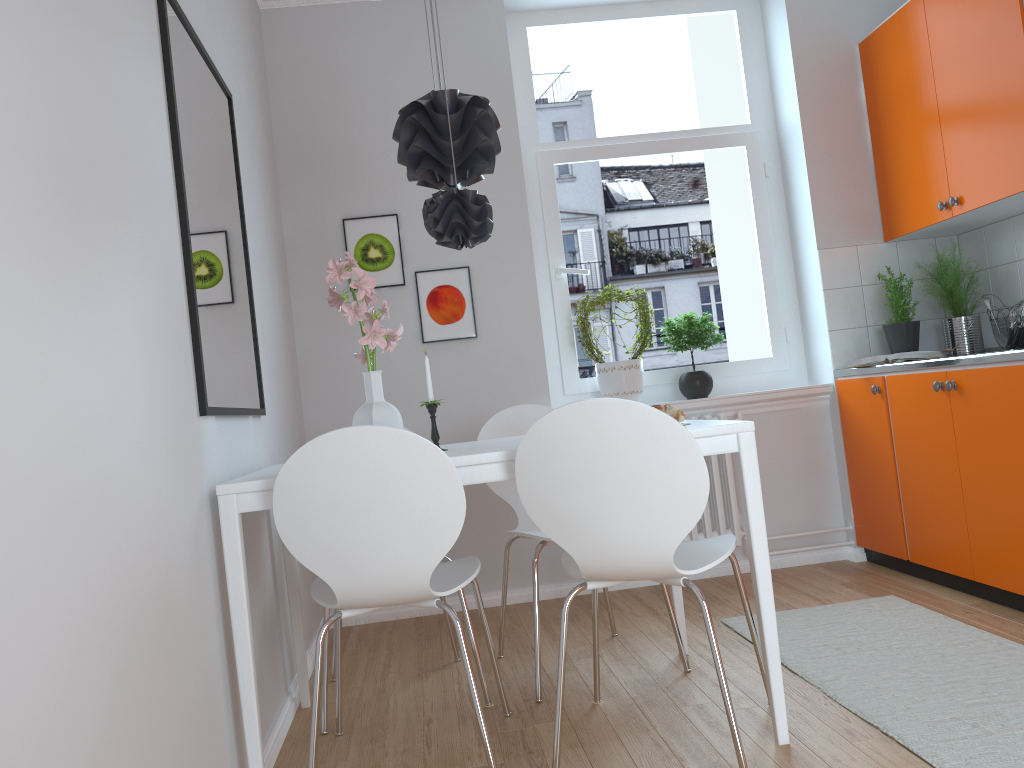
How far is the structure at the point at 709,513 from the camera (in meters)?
3.91

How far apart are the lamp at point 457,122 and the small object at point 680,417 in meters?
0.9 m

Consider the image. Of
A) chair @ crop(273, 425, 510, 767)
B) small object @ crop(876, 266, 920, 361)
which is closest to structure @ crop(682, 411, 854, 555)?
small object @ crop(876, 266, 920, 361)

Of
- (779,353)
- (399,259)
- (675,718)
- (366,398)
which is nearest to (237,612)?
(366,398)

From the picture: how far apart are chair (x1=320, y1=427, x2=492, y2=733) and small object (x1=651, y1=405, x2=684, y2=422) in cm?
88

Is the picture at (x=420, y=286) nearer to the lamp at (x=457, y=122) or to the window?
the window

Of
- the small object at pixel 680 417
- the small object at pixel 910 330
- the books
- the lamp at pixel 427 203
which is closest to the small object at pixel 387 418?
the lamp at pixel 427 203

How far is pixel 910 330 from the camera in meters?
3.8

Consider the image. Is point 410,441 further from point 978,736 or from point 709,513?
point 709,513

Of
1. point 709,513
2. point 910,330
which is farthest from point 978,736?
point 910,330
